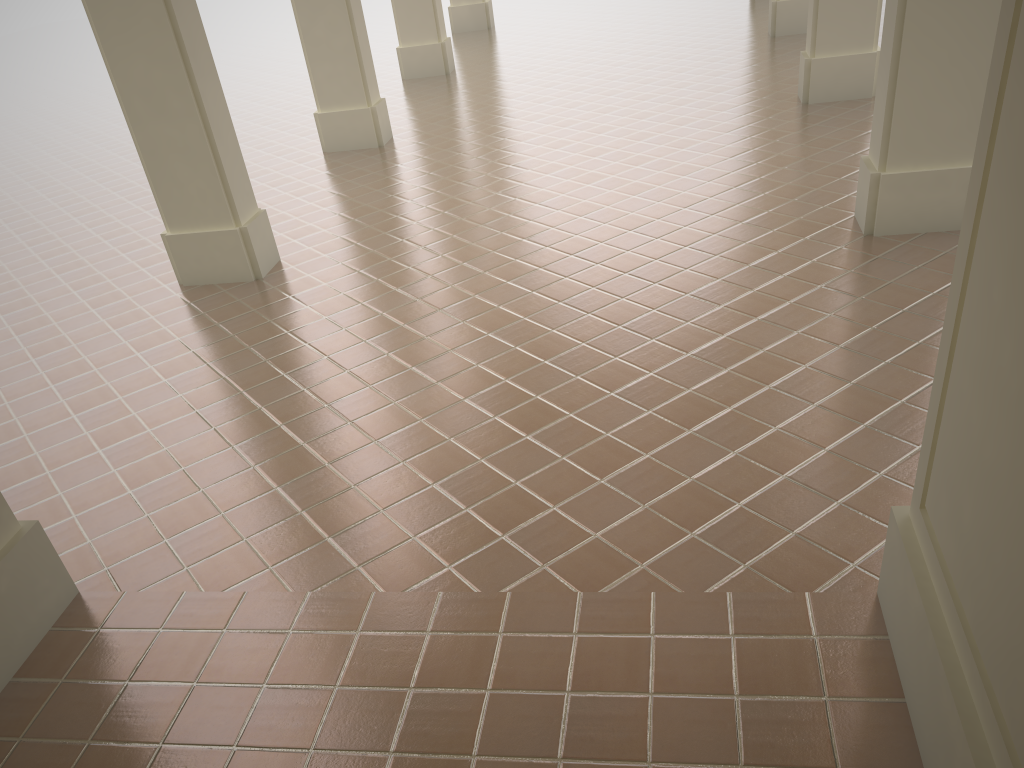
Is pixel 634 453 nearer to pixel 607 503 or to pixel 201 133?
pixel 607 503
